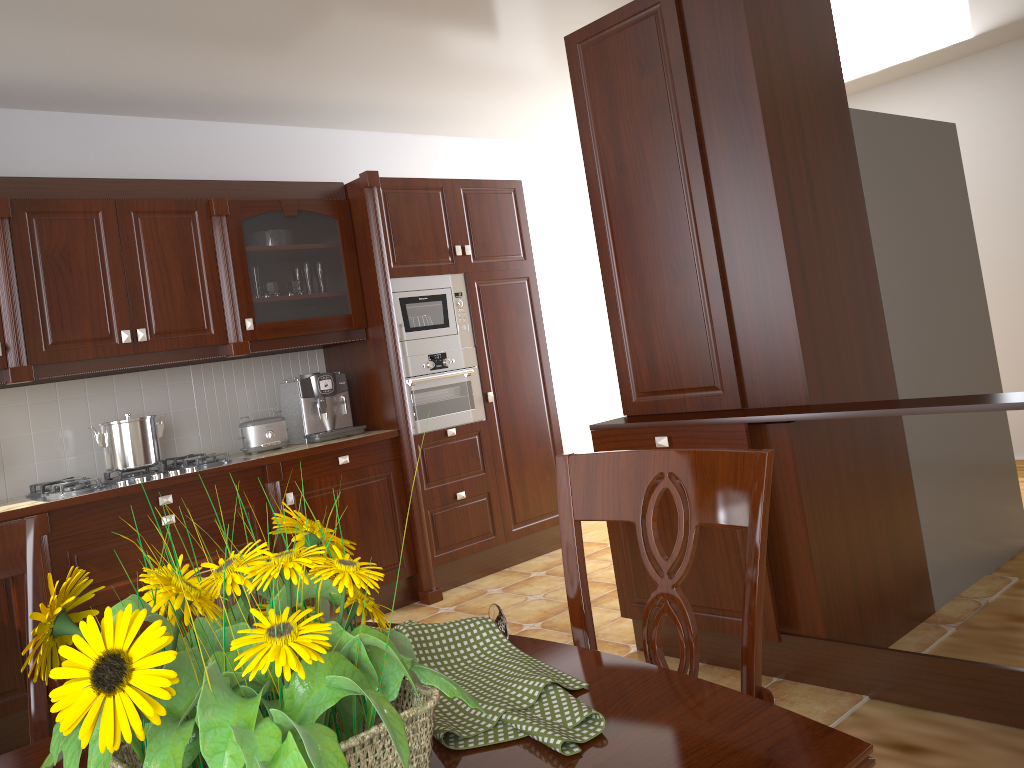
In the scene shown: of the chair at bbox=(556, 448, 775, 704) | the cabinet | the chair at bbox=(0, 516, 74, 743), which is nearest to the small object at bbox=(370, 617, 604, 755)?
the chair at bbox=(556, 448, 775, 704)

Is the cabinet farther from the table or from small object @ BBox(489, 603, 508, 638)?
small object @ BBox(489, 603, 508, 638)

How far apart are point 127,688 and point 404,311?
3.8 meters

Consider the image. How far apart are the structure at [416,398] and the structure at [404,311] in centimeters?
3cm

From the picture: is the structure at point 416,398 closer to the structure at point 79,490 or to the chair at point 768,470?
the structure at point 79,490

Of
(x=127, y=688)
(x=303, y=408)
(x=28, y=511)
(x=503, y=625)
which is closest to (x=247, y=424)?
(x=303, y=408)

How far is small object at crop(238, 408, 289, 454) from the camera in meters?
4.0

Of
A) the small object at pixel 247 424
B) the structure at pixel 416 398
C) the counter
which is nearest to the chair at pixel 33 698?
the counter

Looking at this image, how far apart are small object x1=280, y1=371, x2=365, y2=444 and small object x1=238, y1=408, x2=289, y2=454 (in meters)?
0.08

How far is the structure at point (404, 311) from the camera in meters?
4.3 m
